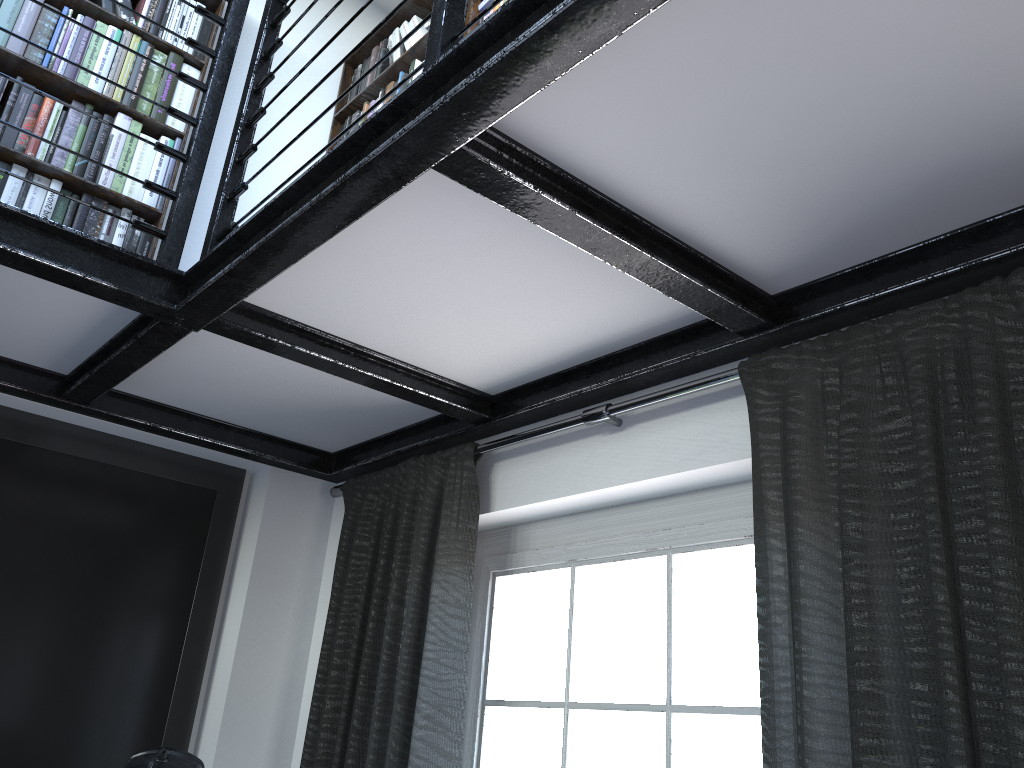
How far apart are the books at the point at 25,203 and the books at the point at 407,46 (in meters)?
0.61

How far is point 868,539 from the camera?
1.4m

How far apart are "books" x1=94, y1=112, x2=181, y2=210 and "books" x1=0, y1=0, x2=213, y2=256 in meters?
0.1

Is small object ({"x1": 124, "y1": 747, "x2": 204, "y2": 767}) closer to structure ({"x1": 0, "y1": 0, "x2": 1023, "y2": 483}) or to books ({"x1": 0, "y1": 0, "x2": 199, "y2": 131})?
structure ({"x1": 0, "y1": 0, "x2": 1023, "y2": 483})

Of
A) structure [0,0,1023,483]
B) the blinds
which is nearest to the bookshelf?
structure [0,0,1023,483]

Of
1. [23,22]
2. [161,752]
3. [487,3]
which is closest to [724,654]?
[161,752]

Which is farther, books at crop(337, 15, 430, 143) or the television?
books at crop(337, 15, 430, 143)

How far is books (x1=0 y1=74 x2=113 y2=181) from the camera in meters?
2.4

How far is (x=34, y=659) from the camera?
2.50m

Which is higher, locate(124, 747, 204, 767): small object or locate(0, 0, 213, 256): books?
locate(0, 0, 213, 256): books
